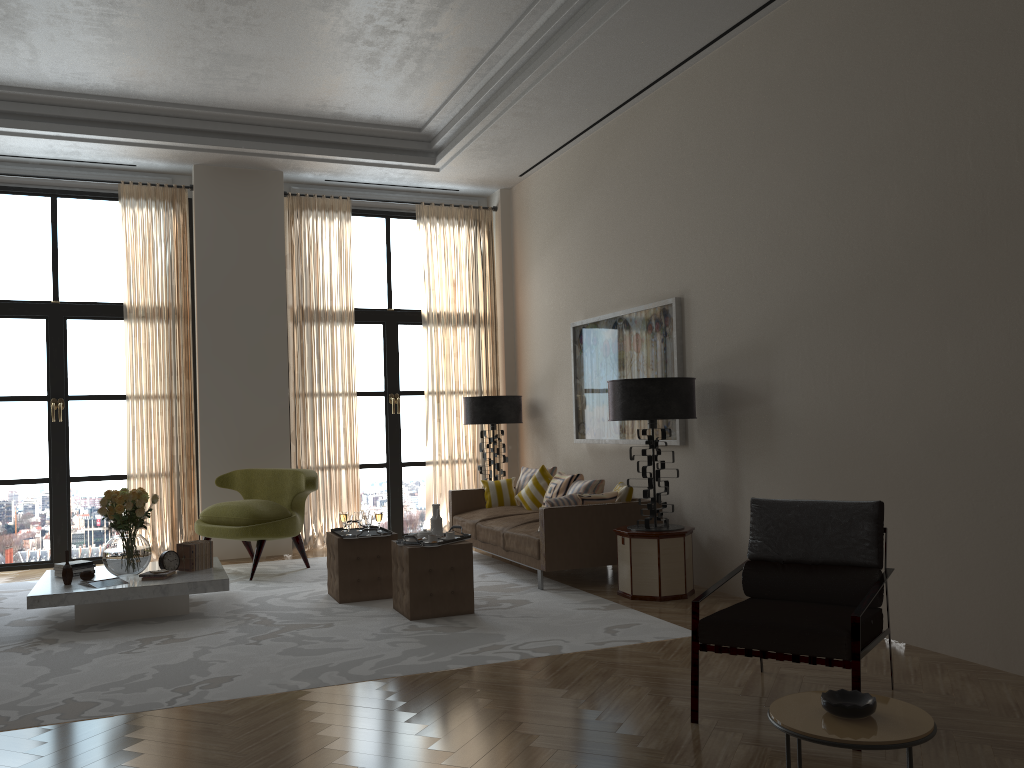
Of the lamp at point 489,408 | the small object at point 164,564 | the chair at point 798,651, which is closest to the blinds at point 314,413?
the lamp at point 489,408

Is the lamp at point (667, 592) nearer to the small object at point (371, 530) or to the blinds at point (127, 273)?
the small object at point (371, 530)

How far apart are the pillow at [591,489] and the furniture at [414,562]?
2.5 meters

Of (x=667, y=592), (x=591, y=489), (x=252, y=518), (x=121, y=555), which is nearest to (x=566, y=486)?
(x=591, y=489)

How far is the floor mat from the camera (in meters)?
5.65

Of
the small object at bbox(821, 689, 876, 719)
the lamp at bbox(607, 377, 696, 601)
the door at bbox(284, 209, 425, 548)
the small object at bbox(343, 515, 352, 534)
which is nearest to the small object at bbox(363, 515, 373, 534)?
the small object at bbox(343, 515, 352, 534)

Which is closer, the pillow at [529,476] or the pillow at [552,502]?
the pillow at [552,502]

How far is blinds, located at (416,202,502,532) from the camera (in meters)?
12.61

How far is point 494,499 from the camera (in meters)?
11.15

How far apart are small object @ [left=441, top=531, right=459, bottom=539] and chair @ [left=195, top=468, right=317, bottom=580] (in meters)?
2.73
